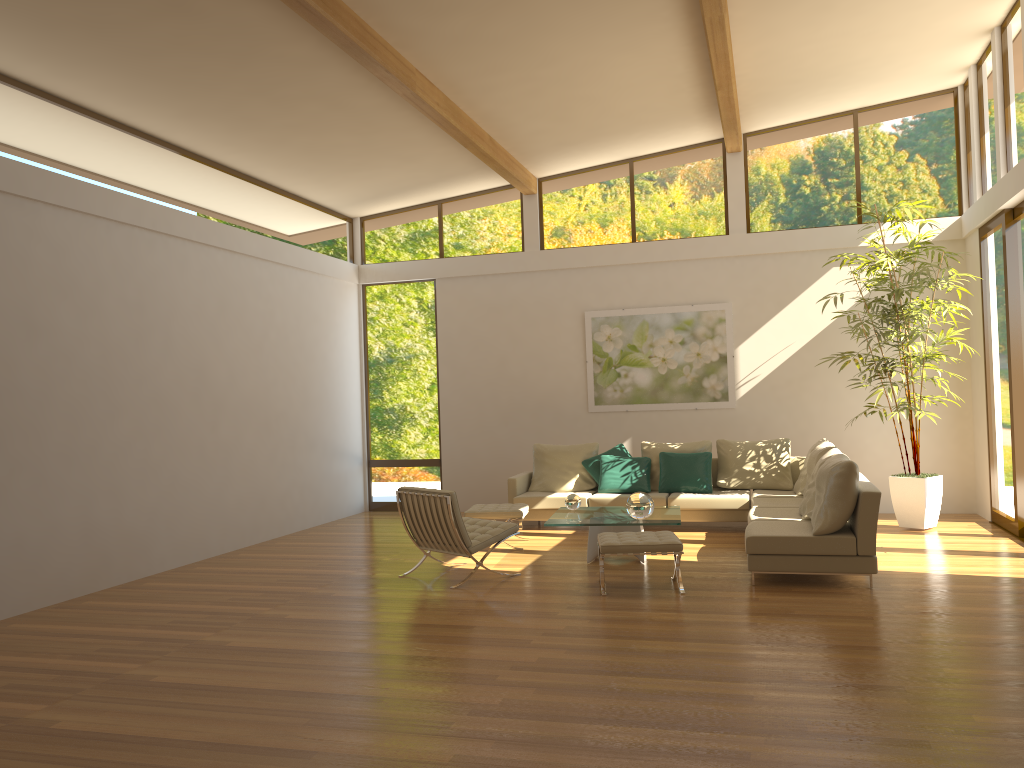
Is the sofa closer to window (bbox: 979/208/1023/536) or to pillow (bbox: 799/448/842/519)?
pillow (bbox: 799/448/842/519)

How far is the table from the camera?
7.5m

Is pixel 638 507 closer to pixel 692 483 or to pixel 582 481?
pixel 692 483

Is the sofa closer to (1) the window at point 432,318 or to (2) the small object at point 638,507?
(2) the small object at point 638,507

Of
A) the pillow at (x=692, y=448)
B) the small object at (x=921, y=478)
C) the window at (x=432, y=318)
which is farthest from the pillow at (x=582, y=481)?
the small object at (x=921, y=478)

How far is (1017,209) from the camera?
8.27m

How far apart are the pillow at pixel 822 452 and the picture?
2.13m

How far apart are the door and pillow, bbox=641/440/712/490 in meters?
3.3

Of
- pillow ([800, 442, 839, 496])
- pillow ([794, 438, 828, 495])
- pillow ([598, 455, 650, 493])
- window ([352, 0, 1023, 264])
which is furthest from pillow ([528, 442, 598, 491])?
window ([352, 0, 1023, 264])

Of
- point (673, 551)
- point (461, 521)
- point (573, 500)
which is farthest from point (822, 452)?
point (461, 521)
